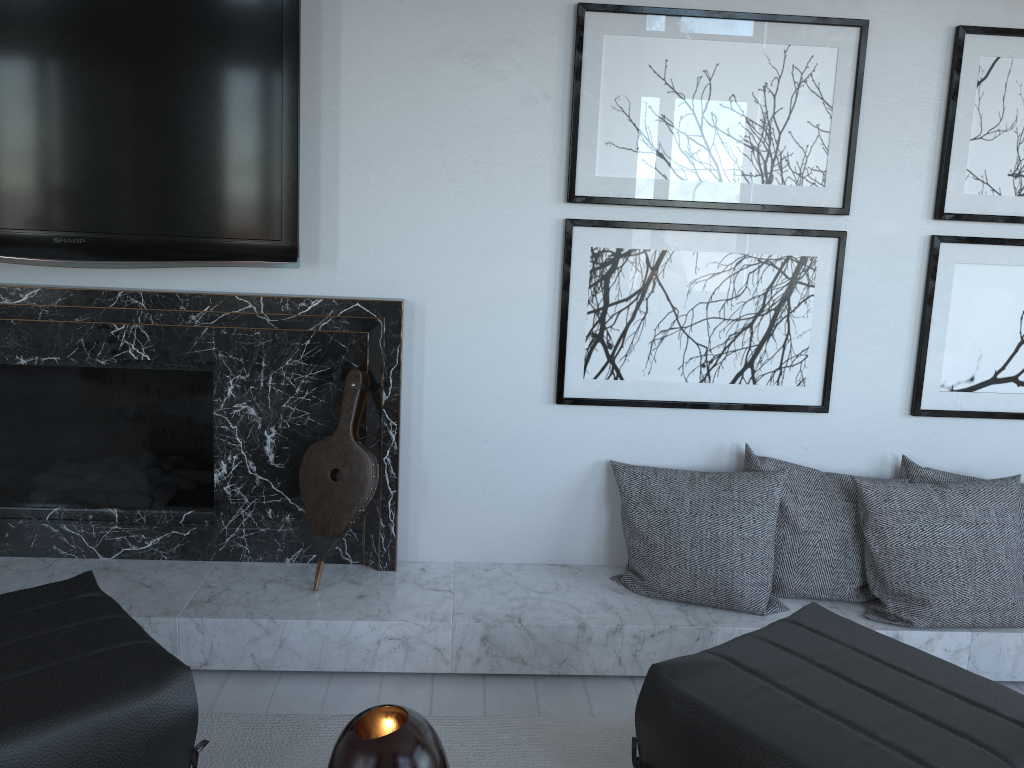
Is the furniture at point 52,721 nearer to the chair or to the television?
the television

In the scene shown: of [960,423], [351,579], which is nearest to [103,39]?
[351,579]

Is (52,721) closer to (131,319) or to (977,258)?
(131,319)

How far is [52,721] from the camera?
1.40m

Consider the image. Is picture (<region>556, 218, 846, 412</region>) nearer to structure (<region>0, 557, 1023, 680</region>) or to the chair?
the chair

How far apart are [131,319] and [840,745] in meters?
2.0 m

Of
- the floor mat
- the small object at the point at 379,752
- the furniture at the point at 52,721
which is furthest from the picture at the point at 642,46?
the small object at the point at 379,752

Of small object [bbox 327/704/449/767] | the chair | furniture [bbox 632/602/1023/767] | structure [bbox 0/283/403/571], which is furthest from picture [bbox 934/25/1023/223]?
small object [bbox 327/704/449/767]

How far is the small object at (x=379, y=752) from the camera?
1.0m

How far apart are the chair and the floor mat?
0.4m
